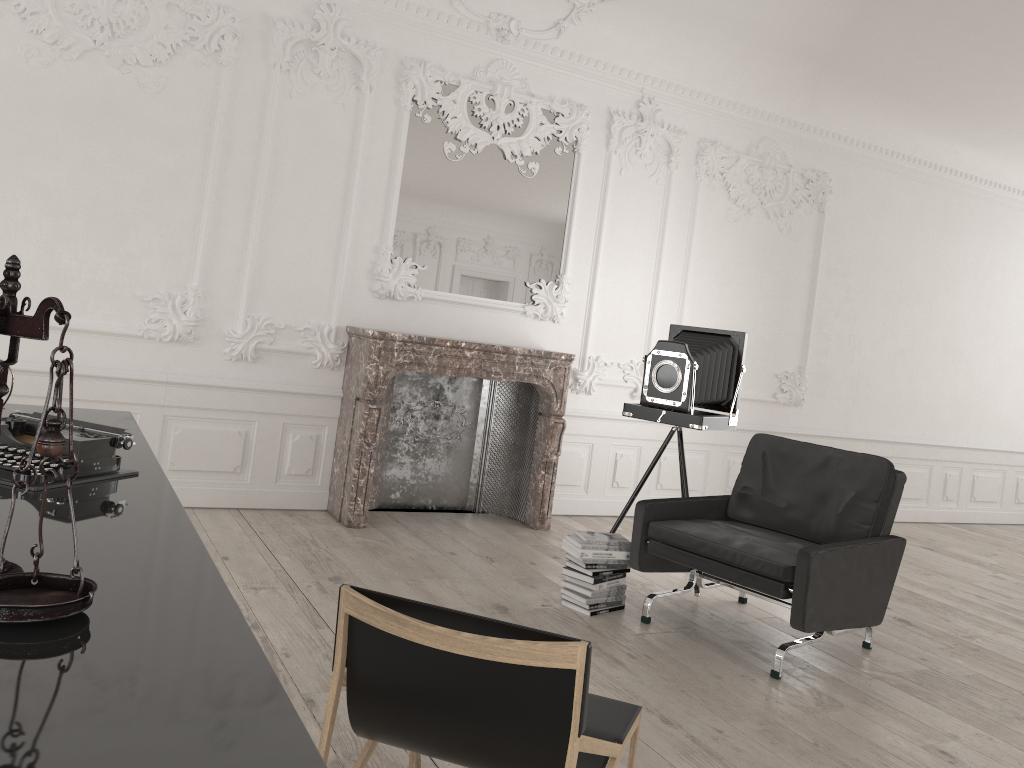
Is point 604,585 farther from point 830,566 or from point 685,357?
point 685,357

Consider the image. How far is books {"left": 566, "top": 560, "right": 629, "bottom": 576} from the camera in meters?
4.5 m

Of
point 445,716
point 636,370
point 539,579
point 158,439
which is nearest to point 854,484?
point 539,579

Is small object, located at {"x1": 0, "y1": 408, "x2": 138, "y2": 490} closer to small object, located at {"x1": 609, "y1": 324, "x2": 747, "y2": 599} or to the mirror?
small object, located at {"x1": 609, "y1": 324, "x2": 747, "y2": 599}

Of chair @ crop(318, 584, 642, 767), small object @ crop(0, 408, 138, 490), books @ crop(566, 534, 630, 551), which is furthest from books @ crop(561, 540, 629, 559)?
small object @ crop(0, 408, 138, 490)

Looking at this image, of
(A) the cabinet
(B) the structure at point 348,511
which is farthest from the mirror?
(A) the cabinet

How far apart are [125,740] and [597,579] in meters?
3.7

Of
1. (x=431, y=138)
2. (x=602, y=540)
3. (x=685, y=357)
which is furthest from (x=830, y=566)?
(x=431, y=138)

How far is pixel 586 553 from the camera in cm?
449

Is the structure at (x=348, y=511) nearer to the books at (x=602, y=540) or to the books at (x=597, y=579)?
the books at (x=602, y=540)
